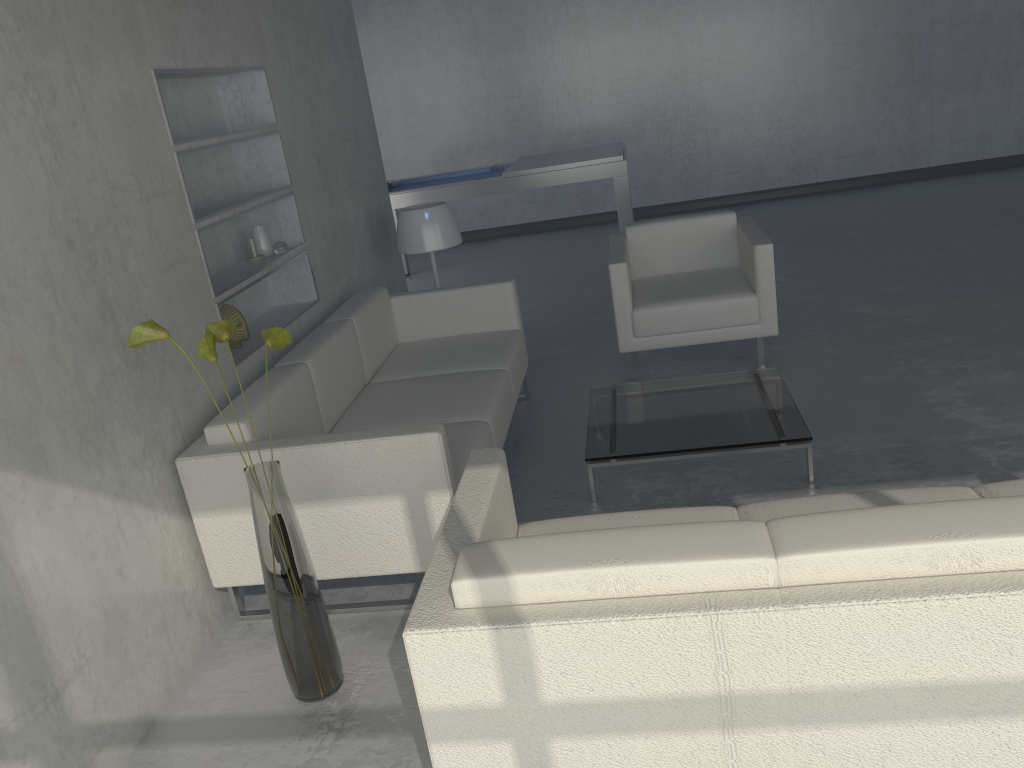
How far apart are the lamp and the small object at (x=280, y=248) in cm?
94

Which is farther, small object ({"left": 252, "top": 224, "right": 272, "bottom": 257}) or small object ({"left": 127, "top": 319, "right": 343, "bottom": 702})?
small object ({"left": 252, "top": 224, "right": 272, "bottom": 257})

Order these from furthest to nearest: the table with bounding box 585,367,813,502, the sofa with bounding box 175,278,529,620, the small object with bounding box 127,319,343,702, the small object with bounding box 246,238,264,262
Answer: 1. the small object with bounding box 246,238,264,262
2. the table with bounding box 585,367,813,502
3. the sofa with bounding box 175,278,529,620
4. the small object with bounding box 127,319,343,702

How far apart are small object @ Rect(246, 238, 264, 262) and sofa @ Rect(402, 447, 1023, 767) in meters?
1.7

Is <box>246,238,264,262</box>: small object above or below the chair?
above

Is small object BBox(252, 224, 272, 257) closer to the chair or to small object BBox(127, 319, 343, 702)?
small object BBox(127, 319, 343, 702)

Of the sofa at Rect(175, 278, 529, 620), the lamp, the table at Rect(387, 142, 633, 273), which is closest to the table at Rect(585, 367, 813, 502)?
the sofa at Rect(175, 278, 529, 620)

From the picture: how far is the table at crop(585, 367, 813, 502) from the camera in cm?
306

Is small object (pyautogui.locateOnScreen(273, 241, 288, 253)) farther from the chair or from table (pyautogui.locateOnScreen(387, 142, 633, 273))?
table (pyautogui.locateOnScreen(387, 142, 633, 273))

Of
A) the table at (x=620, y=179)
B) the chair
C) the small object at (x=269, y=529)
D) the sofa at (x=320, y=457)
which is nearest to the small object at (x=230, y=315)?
the sofa at (x=320, y=457)
